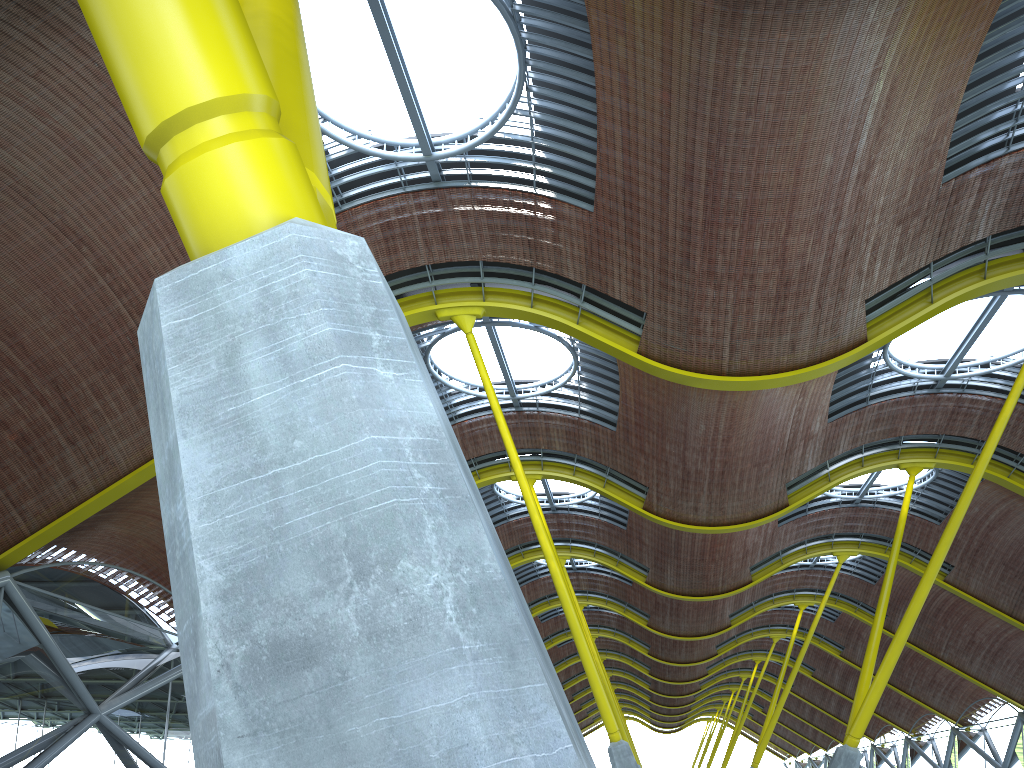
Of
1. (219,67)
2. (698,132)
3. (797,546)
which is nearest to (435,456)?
(219,67)
